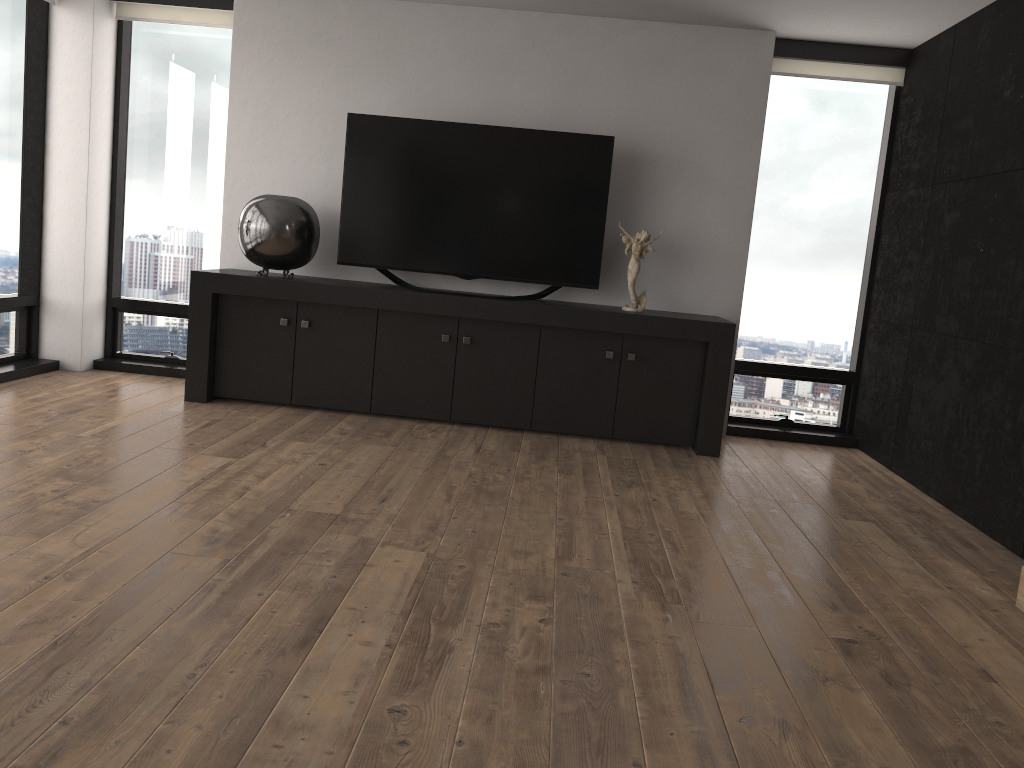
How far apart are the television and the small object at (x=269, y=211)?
0.1 meters

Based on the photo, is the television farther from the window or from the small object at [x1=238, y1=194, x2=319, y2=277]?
the window

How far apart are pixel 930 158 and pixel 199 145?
4.4 meters

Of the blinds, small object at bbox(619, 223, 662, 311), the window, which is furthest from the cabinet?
the blinds

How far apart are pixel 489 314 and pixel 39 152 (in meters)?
3.01

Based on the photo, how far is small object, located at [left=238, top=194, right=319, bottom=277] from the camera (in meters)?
4.93

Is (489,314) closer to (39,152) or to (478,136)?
(478,136)

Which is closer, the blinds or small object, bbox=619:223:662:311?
small object, bbox=619:223:662:311

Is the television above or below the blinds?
below

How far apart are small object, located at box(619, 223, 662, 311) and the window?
1.0 meters
